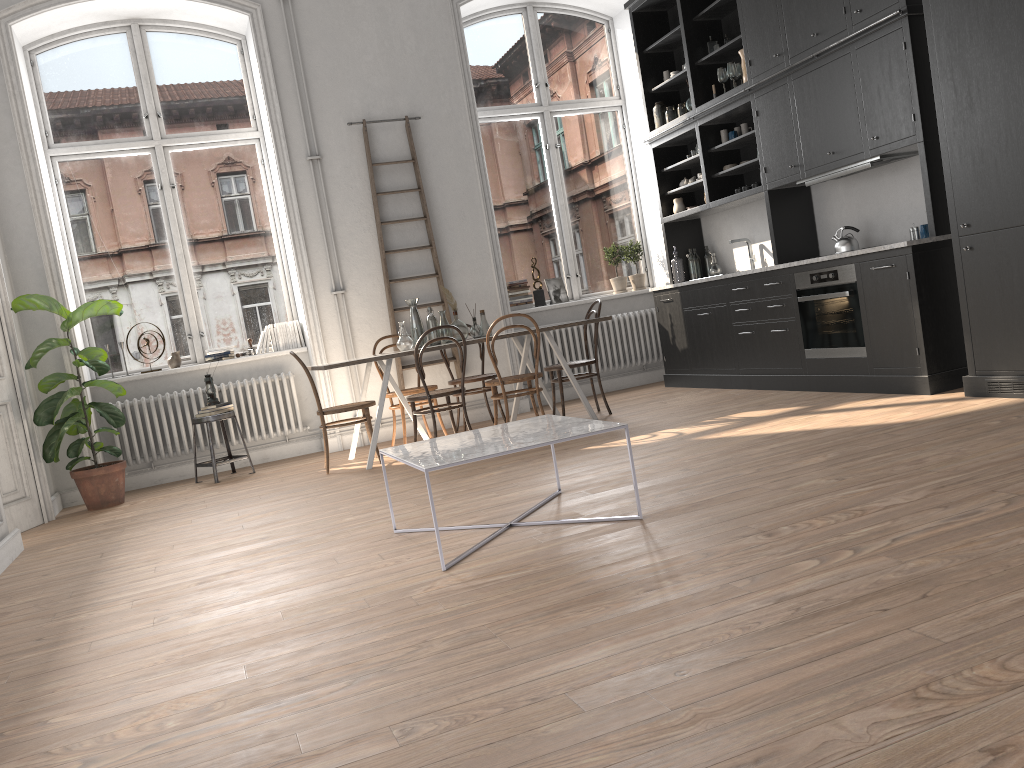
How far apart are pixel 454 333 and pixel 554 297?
2.2m

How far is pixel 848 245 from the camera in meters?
6.3 m

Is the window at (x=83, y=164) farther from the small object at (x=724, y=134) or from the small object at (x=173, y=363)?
the small object at (x=724, y=134)

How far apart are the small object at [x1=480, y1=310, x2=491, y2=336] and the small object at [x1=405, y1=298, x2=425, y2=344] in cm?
50

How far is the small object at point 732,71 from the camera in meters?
7.1

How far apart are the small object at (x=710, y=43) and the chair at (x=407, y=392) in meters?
3.8

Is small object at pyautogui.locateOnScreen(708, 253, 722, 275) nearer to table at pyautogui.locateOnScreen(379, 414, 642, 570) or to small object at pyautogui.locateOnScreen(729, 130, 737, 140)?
small object at pyautogui.locateOnScreen(729, 130, 737, 140)

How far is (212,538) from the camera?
4.7m

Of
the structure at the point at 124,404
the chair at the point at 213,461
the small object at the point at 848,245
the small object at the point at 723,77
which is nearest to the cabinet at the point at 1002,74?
the small object at the point at 848,245

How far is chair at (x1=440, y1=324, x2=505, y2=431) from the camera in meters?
7.3
